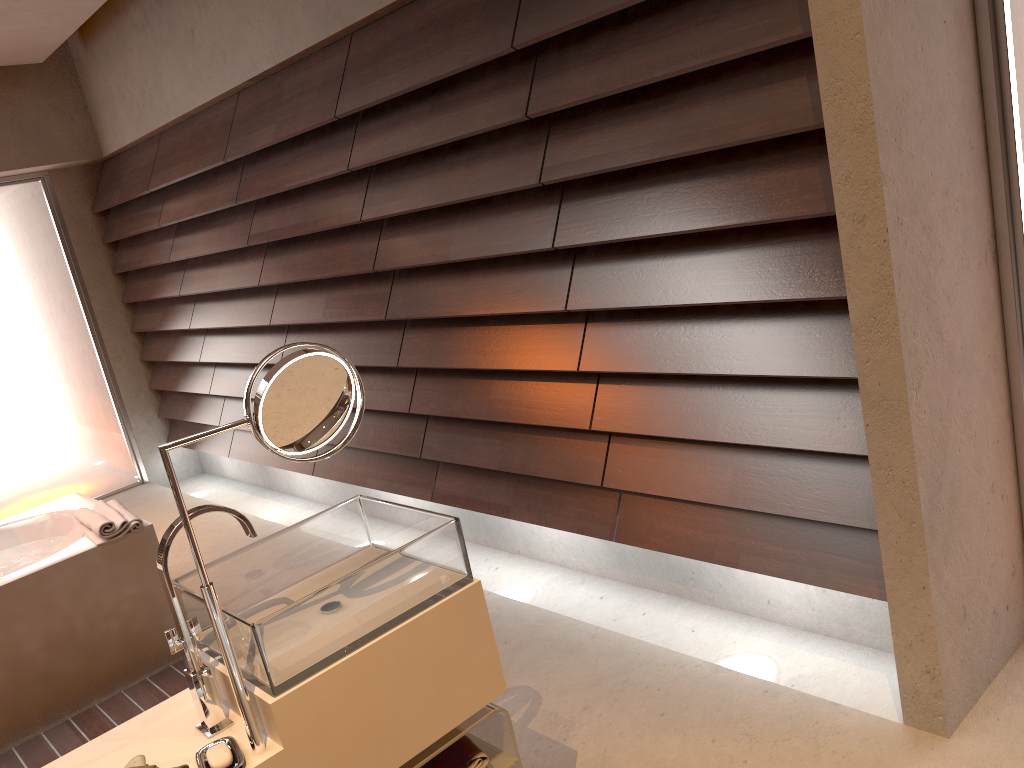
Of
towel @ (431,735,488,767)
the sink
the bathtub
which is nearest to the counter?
the sink

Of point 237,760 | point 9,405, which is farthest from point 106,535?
point 9,405

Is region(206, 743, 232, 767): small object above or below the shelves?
above

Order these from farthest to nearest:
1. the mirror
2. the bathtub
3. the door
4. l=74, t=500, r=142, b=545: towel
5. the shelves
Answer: the door < l=74, t=500, r=142, b=545: towel < the bathtub < the shelves < the mirror

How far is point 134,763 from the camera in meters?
1.4

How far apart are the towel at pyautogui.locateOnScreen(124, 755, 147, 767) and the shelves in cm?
43

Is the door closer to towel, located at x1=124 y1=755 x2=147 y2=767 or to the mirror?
towel, located at x1=124 y1=755 x2=147 y2=767

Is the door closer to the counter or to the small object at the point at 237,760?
the counter

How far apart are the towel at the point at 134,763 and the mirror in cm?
18

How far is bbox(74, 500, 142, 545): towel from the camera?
2.9 meters
